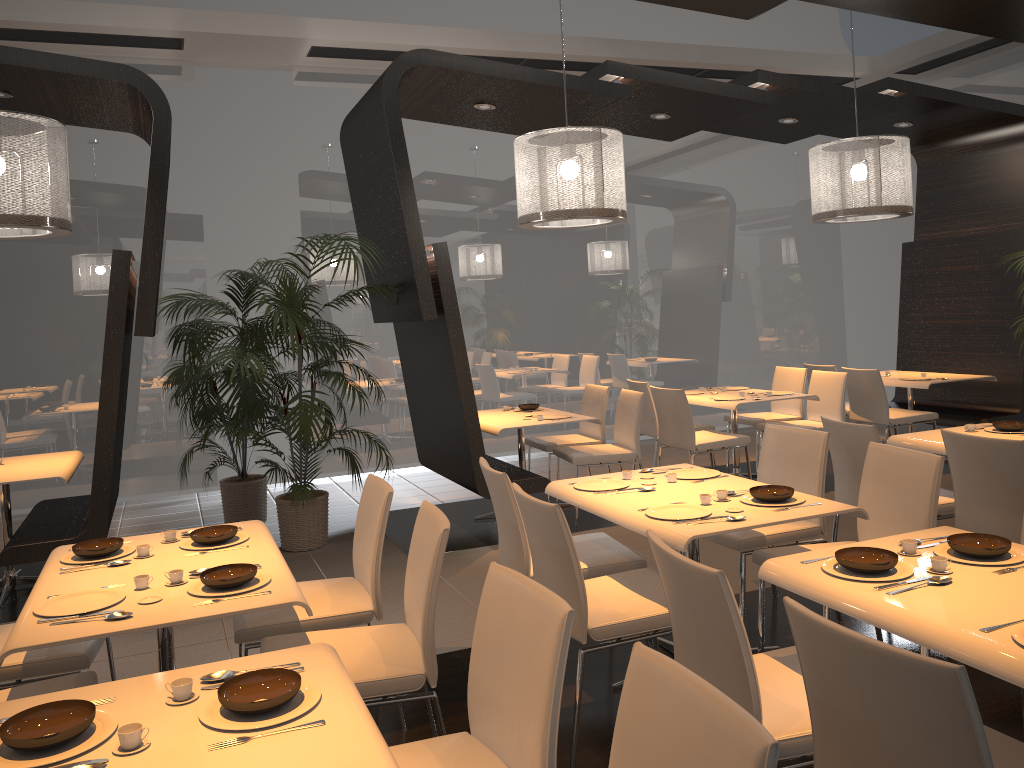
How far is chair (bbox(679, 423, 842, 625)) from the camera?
3.93m

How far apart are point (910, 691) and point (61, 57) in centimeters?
502cm

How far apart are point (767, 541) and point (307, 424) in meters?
3.0

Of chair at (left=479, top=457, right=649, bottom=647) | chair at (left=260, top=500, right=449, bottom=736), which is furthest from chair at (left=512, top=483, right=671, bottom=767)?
chair at (left=260, top=500, right=449, bottom=736)

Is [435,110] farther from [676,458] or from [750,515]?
[750,515]

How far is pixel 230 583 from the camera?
2.65m

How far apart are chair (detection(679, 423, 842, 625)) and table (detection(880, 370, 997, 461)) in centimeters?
360cm

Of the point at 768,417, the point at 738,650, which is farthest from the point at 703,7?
the point at 768,417

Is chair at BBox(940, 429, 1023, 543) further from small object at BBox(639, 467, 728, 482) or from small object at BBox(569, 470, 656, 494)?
small object at BBox(569, 470, 656, 494)

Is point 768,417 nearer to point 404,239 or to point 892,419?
point 892,419
